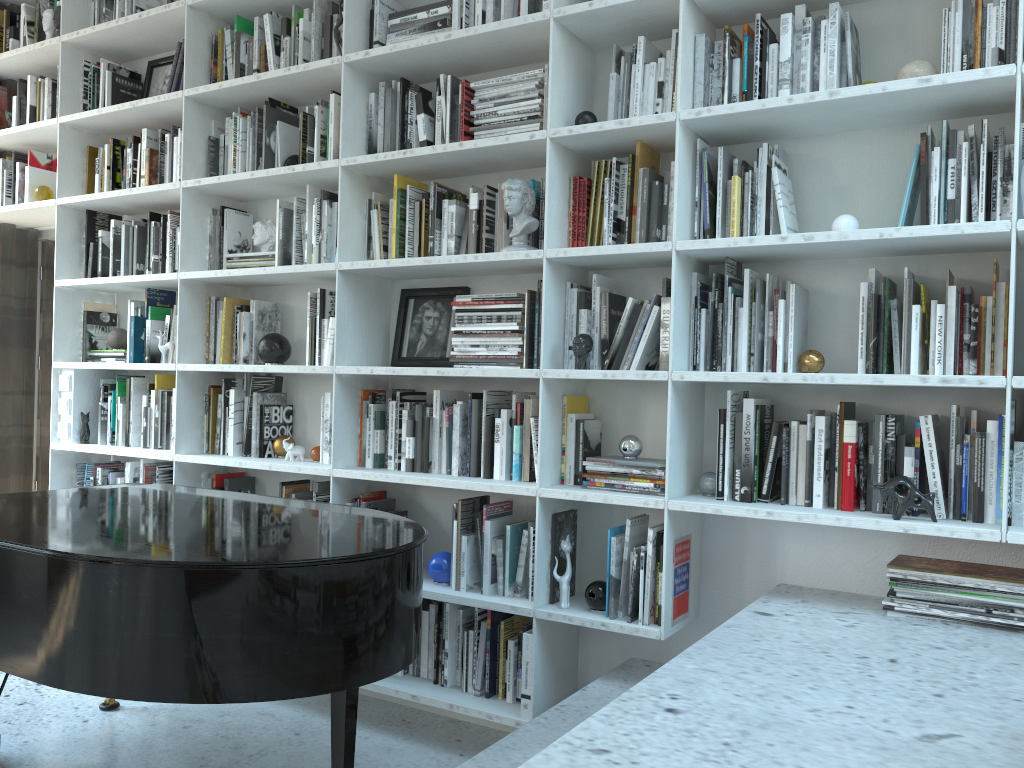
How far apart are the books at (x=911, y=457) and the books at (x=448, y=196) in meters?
1.7 m

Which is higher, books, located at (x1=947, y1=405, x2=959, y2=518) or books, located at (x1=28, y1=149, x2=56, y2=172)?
books, located at (x1=28, y1=149, x2=56, y2=172)

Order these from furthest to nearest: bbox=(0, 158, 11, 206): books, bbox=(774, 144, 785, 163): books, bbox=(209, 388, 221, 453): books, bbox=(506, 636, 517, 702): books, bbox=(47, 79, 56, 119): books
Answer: bbox=(0, 158, 11, 206): books → bbox=(47, 79, 56, 119): books → bbox=(209, 388, 221, 453): books → bbox=(506, 636, 517, 702): books → bbox=(774, 144, 785, 163): books

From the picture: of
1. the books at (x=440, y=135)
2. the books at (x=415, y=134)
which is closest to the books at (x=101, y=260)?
the books at (x=415, y=134)

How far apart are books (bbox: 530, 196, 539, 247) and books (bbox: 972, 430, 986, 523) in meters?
1.4

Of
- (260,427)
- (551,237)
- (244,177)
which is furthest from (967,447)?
(244,177)

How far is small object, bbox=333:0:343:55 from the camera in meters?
3.2 m

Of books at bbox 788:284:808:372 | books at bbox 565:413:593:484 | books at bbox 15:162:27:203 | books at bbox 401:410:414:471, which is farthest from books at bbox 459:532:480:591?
books at bbox 15:162:27:203

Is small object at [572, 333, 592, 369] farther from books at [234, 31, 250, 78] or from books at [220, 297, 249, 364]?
→ books at [234, 31, 250, 78]

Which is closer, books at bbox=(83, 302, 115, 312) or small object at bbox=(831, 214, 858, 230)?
small object at bbox=(831, 214, 858, 230)
